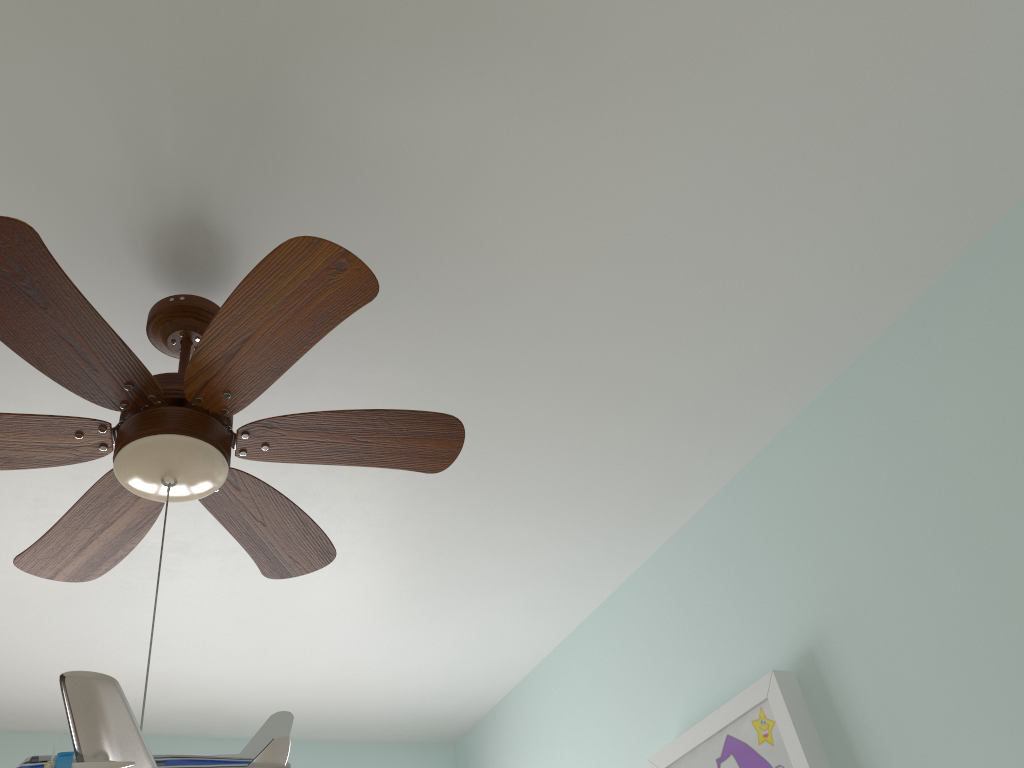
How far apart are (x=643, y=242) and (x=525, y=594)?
1.3 meters

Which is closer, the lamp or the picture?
the lamp

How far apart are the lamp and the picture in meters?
0.9

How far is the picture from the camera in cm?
186

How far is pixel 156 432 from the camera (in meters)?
1.28

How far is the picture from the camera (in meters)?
1.86

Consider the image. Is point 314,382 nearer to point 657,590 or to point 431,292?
point 431,292

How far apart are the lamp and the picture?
0.9m

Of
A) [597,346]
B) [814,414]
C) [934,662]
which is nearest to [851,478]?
[814,414]

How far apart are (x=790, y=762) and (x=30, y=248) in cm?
171
